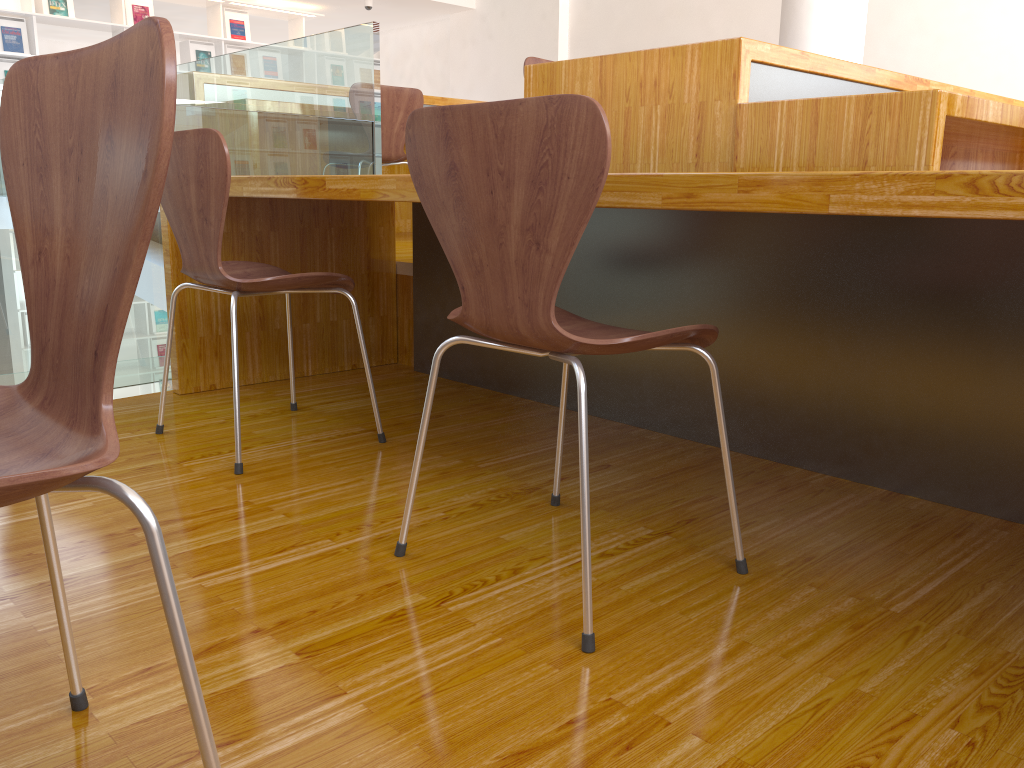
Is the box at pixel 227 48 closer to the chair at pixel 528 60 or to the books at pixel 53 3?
the books at pixel 53 3

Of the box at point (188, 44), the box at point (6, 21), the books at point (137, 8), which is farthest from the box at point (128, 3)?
the box at point (6, 21)

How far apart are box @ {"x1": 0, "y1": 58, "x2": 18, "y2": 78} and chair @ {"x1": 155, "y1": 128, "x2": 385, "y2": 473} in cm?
651

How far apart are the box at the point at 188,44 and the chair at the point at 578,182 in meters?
7.9

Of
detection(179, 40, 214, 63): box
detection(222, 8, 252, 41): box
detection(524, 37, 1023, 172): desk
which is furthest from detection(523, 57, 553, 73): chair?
detection(222, 8, 252, 41): box

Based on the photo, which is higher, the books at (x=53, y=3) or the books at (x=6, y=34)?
the books at (x=53, y=3)

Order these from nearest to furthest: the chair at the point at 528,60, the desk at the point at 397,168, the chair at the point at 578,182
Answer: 1. the chair at the point at 578,182
2. the chair at the point at 528,60
3. the desk at the point at 397,168

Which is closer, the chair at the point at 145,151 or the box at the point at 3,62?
the chair at the point at 145,151

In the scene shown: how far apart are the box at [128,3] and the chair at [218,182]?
6.8 meters

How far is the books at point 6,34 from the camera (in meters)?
7.15
